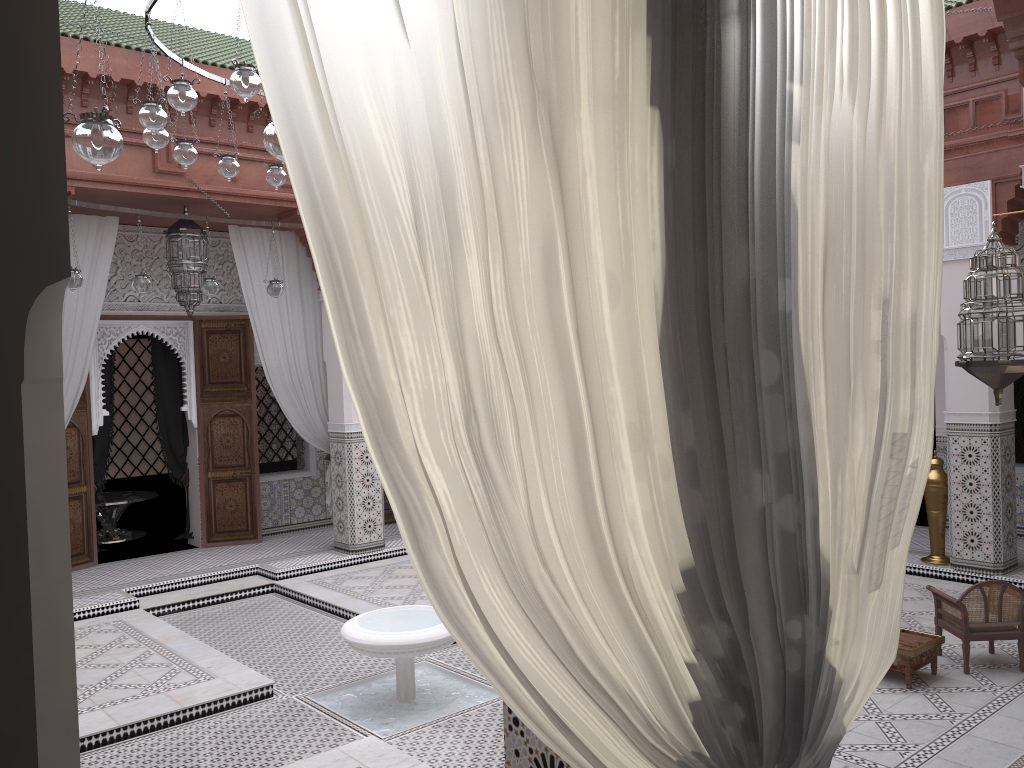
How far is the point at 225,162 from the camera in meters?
3.2

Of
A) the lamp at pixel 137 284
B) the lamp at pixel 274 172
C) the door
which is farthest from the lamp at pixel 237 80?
the door

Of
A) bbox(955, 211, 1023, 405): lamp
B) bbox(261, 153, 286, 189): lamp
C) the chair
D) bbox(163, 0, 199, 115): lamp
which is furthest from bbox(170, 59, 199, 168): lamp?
the chair

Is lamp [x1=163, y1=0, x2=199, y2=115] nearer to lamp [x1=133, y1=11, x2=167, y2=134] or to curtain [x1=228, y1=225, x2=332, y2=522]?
lamp [x1=133, y1=11, x2=167, y2=134]

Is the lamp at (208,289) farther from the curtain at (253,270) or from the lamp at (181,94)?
the lamp at (181,94)

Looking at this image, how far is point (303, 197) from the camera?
0.6 meters

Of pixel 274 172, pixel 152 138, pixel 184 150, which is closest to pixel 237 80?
pixel 152 138

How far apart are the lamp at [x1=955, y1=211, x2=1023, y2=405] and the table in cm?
88

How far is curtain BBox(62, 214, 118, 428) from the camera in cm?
429

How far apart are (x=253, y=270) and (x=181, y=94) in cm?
257
